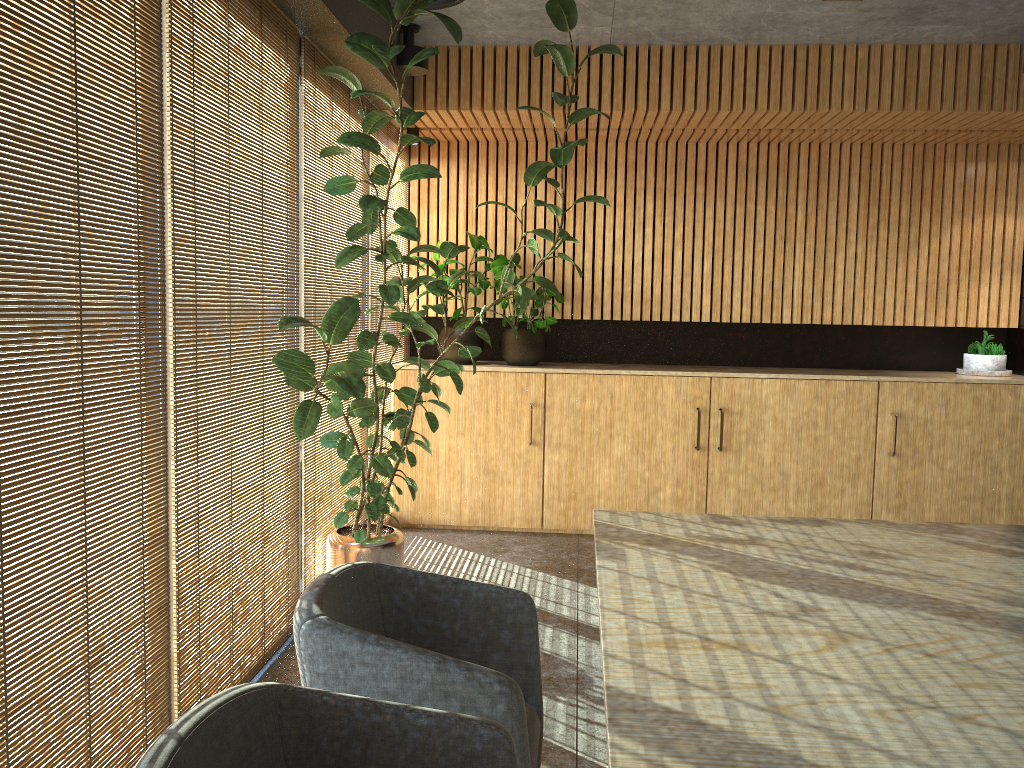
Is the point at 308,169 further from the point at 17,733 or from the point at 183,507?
the point at 17,733

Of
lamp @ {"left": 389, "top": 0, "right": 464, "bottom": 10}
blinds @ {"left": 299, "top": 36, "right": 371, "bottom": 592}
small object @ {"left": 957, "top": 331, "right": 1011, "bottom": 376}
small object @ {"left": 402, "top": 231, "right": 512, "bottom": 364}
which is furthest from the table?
small object @ {"left": 957, "top": 331, "right": 1011, "bottom": 376}

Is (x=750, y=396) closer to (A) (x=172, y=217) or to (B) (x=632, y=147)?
(B) (x=632, y=147)

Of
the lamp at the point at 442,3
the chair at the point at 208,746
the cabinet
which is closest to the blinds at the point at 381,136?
→ the cabinet

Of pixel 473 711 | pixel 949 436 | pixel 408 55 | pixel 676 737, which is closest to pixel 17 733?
pixel 473 711

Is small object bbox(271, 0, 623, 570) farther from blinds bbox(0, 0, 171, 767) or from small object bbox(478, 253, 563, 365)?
small object bbox(478, 253, 563, 365)

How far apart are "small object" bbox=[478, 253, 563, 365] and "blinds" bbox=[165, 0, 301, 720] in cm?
250

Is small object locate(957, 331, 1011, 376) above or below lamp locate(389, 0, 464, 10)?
below

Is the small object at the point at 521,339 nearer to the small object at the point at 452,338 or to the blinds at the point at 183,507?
the small object at the point at 452,338

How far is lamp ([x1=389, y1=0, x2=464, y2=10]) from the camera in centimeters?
390cm
